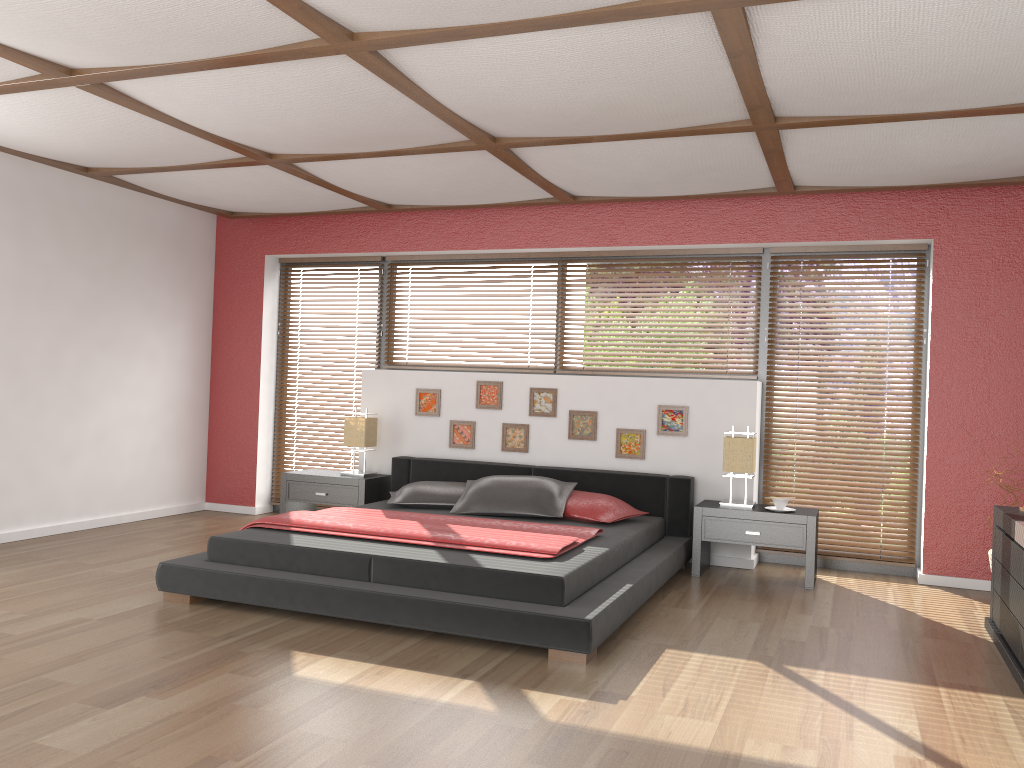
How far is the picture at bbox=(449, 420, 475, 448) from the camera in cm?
638

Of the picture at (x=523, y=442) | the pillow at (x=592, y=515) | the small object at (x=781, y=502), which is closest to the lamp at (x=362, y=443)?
the picture at (x=523, y=442)

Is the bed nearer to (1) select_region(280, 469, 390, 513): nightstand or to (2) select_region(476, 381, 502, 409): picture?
(1) select_region(280, 469, 390, 513): nightstand

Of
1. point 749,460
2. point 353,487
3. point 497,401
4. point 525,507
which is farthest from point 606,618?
point 353,487

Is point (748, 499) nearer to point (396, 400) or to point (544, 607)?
point (544, 607)

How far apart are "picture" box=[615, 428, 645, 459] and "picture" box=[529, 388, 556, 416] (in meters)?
0.49

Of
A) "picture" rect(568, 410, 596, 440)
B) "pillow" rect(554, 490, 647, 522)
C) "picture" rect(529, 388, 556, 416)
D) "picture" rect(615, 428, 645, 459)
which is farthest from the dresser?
"picture" rect(529, 388, 556, 416)

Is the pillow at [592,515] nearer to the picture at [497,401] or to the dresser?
the picture at [497,401]

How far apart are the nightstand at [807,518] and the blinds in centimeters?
34cm

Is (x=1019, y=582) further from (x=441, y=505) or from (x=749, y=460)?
(x=441, y=505)
